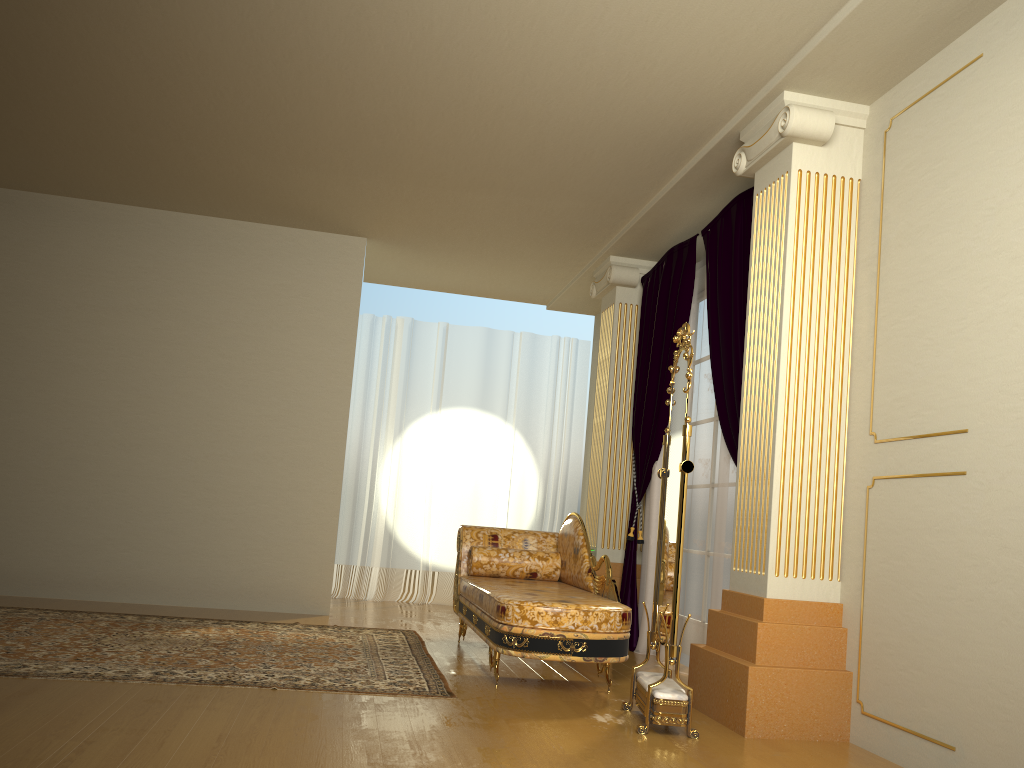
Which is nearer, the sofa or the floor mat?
the floor mat

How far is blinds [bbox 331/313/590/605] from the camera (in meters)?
7.65

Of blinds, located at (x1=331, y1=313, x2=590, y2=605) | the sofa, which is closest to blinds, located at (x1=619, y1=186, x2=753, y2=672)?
the sofa

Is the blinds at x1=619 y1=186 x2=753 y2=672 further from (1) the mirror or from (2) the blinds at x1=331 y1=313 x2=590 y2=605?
(2) the blinds at x1=331 y1=313 x2=590 y2=605

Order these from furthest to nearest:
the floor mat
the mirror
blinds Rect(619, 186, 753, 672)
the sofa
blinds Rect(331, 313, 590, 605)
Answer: blinds Rect(331, 313, 590, 605)
blinds Rect(619, 186, 753, 672)
the sofa
the floor mat
the mirror

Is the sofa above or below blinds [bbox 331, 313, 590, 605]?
below

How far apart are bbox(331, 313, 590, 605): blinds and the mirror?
3.99m

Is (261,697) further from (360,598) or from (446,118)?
(360,598)

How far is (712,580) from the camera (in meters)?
4.67

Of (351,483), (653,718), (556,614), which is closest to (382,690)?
(556,614)
